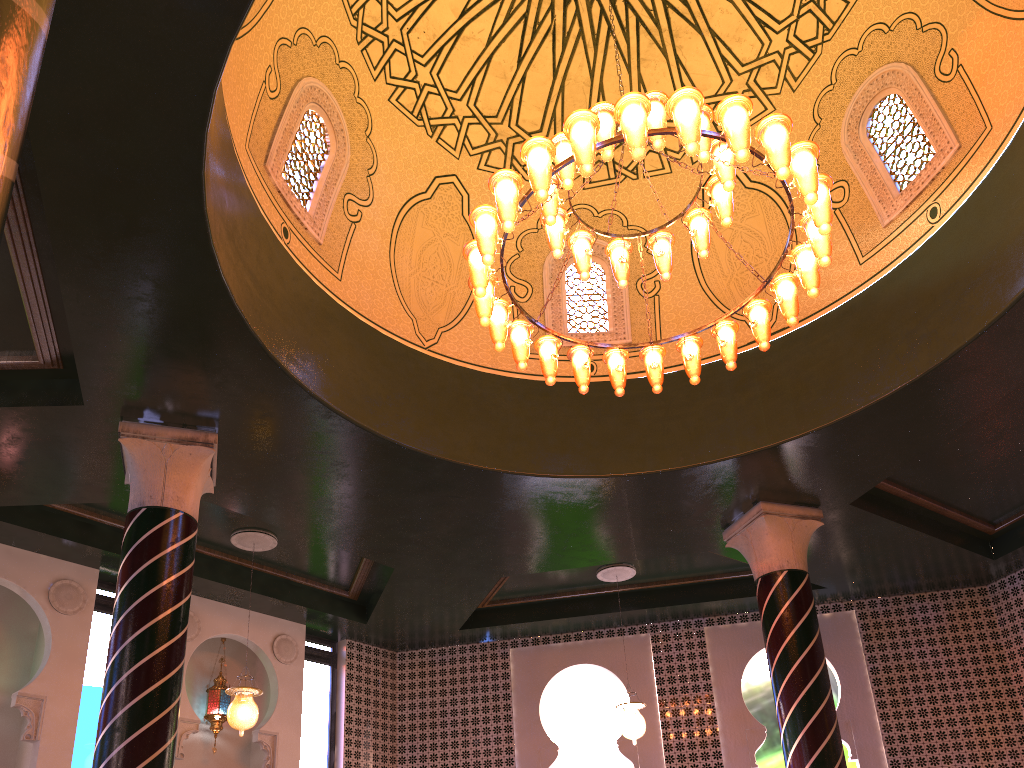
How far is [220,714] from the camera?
10.3 meters

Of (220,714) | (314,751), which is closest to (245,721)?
(220,714)

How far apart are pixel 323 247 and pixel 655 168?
3.85m

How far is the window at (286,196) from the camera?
7.59m

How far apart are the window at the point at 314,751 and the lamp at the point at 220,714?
1.2m

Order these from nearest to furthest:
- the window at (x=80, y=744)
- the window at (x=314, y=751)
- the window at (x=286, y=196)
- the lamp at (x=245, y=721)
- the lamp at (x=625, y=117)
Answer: the lamp at (x=625, y=117) < the window at (x=286, y=196) < the lamp at (x=245, y=721) < the window at (x=80, y=744) < the window at (x=314, y=751)

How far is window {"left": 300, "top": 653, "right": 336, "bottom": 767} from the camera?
11.1m

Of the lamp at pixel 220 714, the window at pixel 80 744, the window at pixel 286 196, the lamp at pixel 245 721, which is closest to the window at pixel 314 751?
the lamp at pixel 220 714

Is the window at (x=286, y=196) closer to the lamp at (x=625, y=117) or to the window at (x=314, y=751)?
the lamp at (x=625, y=117)

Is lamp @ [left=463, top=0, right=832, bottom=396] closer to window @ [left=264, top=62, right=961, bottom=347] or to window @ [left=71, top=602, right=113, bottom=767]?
window @ [left=264, top=62, right=961, bottom=347]
